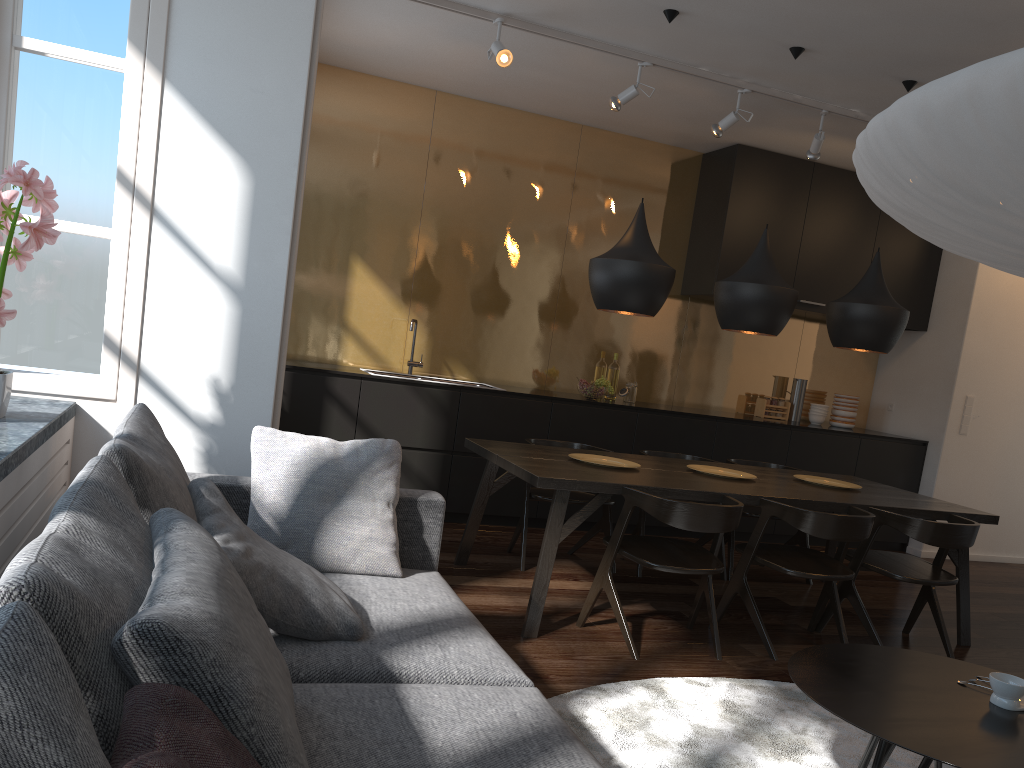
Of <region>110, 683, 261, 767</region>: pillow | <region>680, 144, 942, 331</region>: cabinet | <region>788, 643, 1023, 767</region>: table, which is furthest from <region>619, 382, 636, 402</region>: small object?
<region>110, 683, 261, 767</region>: pillow

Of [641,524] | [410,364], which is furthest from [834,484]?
[410,364]

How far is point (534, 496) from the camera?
4.7m

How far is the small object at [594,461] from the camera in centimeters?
433cm

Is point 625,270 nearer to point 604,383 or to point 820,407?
point 604,383

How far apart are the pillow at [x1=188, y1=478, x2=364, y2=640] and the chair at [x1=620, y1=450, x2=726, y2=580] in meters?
3.0

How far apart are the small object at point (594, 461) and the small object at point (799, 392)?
3.17m

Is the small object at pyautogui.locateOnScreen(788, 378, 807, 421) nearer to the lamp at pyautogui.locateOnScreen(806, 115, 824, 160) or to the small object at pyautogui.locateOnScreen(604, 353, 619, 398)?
the small object at pyautogui.locateOnScreen(604, 353, 619, 398)

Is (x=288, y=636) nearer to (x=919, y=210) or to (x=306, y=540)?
(x=306, y=540)

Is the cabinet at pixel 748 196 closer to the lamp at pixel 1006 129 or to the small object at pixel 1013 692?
the small object at pixel 1013 692
